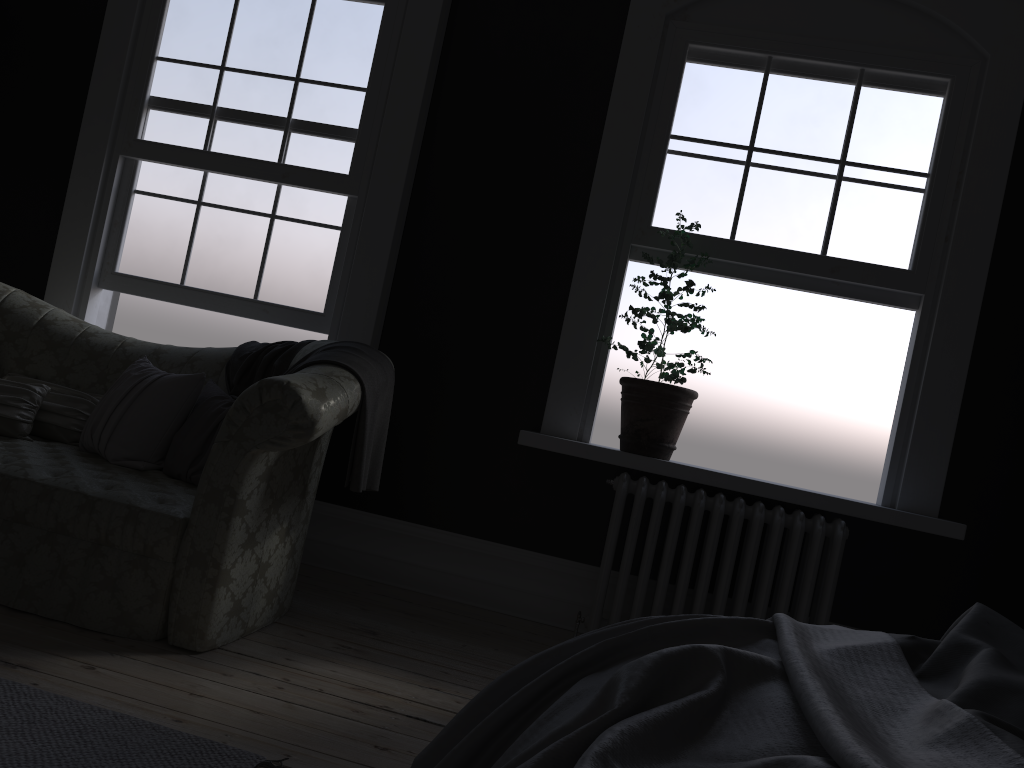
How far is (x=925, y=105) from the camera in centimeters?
414cm

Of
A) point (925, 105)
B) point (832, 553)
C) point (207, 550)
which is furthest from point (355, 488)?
point (925, 105)

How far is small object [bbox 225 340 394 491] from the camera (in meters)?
3.21

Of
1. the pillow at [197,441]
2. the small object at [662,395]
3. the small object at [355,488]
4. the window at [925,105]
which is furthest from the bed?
the window at [925,105]

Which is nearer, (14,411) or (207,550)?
(207,550)

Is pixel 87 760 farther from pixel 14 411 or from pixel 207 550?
pixel 14 411

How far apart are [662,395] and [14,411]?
2.8 meters

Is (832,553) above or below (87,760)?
above

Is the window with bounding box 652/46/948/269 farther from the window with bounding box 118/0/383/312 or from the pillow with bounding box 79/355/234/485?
the pillow with bounding box 79/355/234/485

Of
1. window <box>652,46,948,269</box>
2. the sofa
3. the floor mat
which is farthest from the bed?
window <box>652,46,948,269</box>
